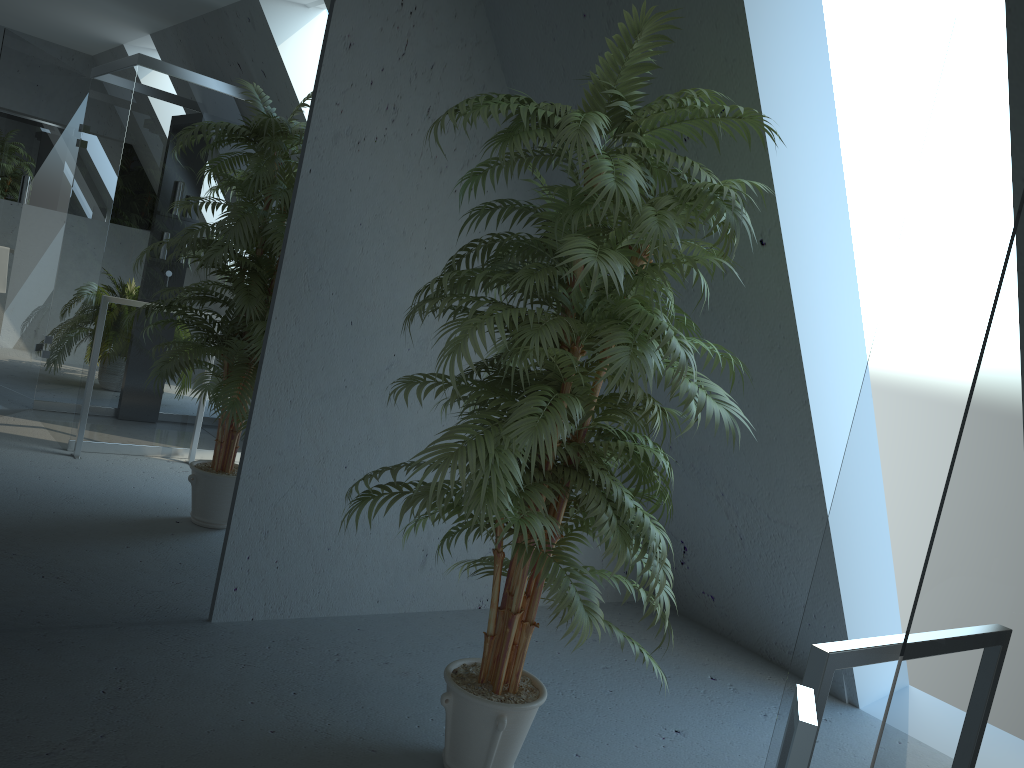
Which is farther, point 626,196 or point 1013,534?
point 626,196

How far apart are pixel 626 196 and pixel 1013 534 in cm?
141

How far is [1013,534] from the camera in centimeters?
63cm

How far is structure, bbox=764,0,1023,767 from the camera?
0.6m

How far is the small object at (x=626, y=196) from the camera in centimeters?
194cm

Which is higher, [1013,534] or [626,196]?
[626,196]

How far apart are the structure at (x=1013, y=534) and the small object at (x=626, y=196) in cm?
121

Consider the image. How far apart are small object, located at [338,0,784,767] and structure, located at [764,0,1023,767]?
1.21m

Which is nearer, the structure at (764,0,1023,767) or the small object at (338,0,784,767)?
the structure at (764,0,1023,767)
